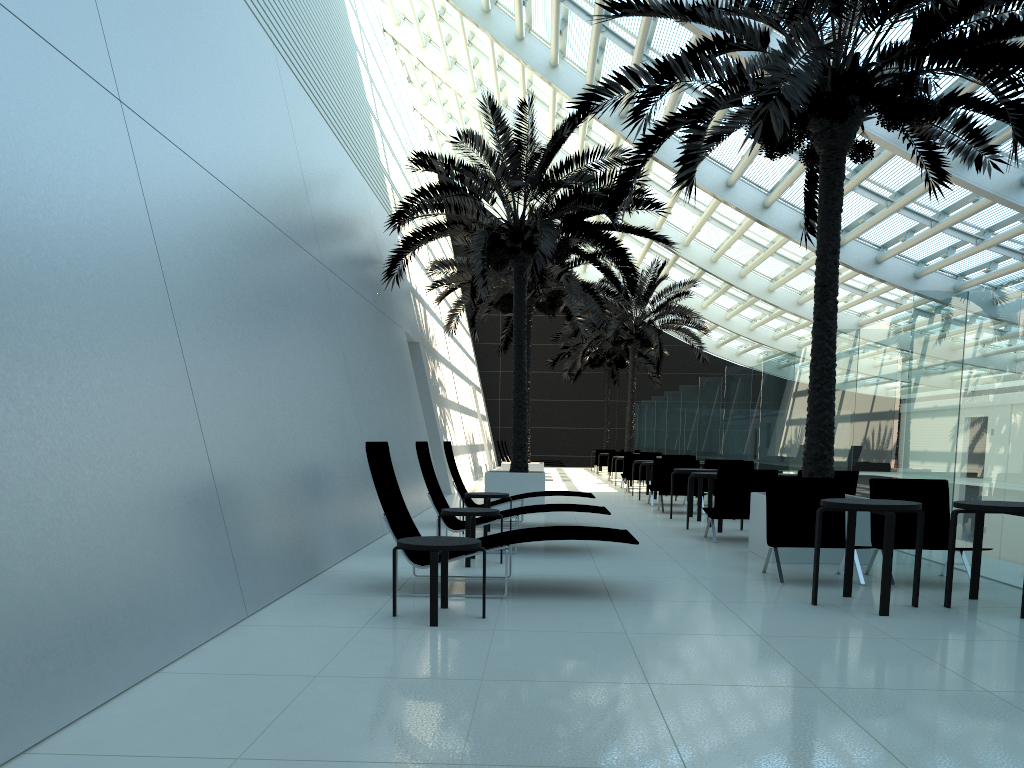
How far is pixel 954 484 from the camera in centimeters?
847cm

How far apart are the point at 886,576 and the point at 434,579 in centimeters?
307cm

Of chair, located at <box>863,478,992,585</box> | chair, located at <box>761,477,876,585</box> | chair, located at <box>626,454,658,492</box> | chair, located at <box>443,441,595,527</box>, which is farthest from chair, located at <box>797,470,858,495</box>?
chair, located at <box>626,454,658,492</box>

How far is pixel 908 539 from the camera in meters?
7.7 m

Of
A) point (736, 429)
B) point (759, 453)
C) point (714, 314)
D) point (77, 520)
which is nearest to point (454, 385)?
point (736, 429)

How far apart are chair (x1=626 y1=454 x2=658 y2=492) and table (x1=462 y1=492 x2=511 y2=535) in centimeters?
1063cm

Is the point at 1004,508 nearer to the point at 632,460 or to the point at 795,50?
the point at 795,50

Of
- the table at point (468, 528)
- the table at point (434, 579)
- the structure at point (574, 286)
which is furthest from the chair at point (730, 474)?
the structure at point (574, 286)

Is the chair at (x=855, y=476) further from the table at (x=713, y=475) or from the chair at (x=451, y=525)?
the chair at (x=451, y=525)

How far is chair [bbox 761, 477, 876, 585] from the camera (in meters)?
7.77
